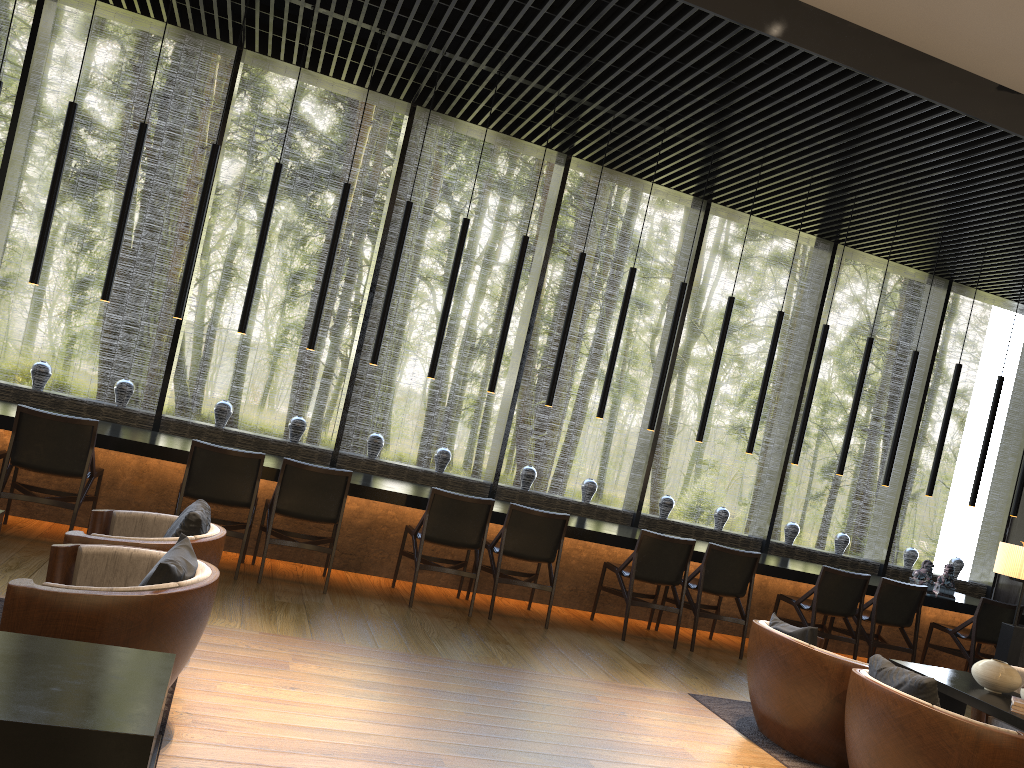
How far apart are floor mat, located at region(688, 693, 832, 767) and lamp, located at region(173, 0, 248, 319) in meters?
4.3 m

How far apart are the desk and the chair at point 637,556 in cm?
15

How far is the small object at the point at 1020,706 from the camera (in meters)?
4.29

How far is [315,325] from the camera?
6.6 meters

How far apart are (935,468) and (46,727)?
8.0 meters

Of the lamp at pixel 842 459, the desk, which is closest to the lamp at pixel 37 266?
the desk

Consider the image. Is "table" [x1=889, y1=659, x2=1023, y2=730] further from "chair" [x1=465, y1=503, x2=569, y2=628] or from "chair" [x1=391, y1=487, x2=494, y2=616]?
"chair" [x1=391, y1=487, x2=494, y2=616]

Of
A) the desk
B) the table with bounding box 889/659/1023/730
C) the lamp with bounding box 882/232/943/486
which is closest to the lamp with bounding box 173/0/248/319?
the desk

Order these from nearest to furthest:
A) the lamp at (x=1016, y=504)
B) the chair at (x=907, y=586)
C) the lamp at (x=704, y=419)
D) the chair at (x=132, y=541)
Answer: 1. the chair at (x=132, y=541)
2. the chair at (x=907, y=586)
3. the lamp at (x=704, y=419)
4. the lamp at (x=1016, y=504)

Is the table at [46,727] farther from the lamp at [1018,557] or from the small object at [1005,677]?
the lamp at [1018,557]
